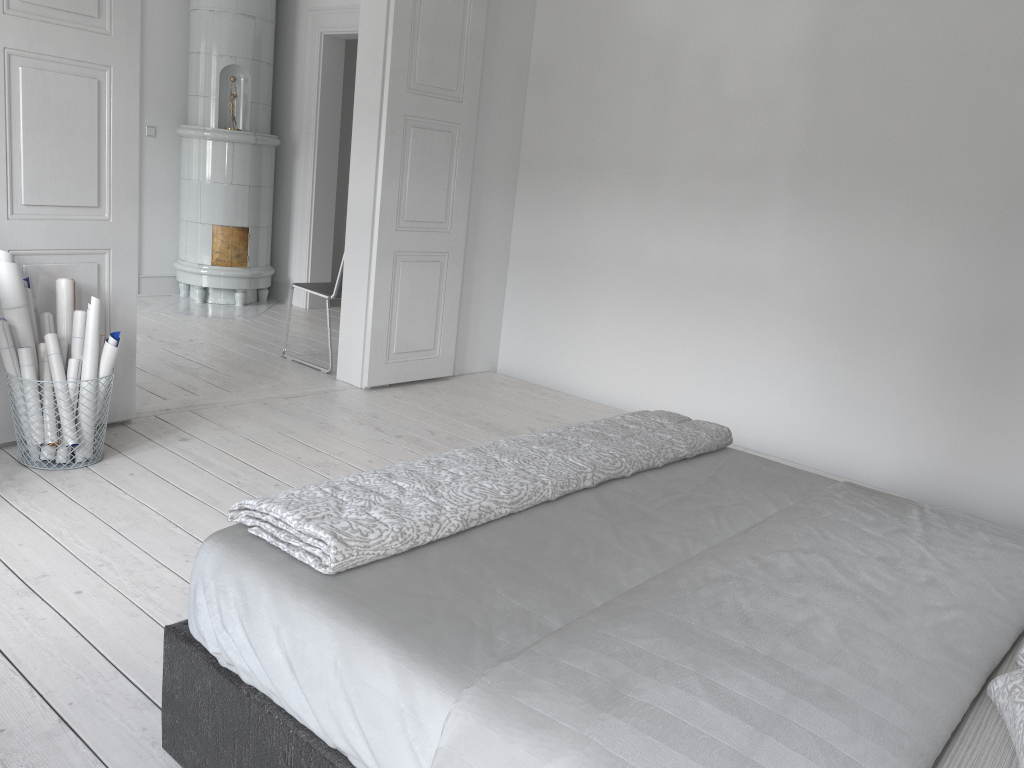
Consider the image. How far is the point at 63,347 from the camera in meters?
3.4

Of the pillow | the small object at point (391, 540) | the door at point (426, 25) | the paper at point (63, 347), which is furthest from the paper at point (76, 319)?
the pillow

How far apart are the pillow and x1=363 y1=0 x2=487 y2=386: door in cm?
377

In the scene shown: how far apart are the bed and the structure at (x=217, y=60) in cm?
526

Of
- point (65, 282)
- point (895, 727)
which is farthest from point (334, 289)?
point (895, 727)

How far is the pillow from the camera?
1.2m

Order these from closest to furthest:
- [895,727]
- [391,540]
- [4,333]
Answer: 1. [895,727]
2. [391,540]
3. [4,333]

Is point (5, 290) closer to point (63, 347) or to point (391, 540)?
point (63, 347)

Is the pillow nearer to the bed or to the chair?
the bed

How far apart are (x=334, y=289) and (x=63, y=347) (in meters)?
1.93
